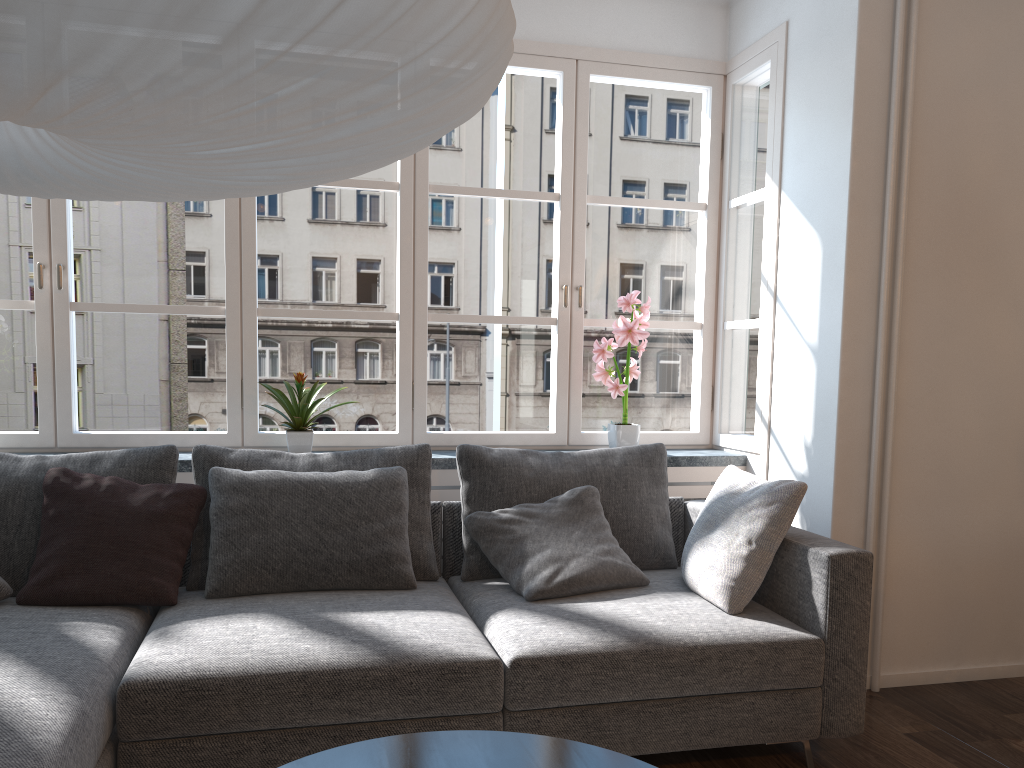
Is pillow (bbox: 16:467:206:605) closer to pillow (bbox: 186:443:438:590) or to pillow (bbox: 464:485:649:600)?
pillow (bbox: 186:443:438:590)

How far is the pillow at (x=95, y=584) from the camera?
2.59m

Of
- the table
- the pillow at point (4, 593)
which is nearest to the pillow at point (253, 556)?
the pillow at point (4, 593)

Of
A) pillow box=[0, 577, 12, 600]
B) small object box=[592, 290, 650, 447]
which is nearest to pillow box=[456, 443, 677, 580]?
small object box=[592, 290, 650, 447]

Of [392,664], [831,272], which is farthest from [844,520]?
[392,664]

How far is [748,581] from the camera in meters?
2.7

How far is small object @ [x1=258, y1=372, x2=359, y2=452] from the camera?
3.4 meters

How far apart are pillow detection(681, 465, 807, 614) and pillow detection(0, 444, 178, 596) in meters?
1.7

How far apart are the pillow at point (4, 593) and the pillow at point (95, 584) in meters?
0.0

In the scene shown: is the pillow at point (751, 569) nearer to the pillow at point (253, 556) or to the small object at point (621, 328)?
the small object at point (621, 328)
